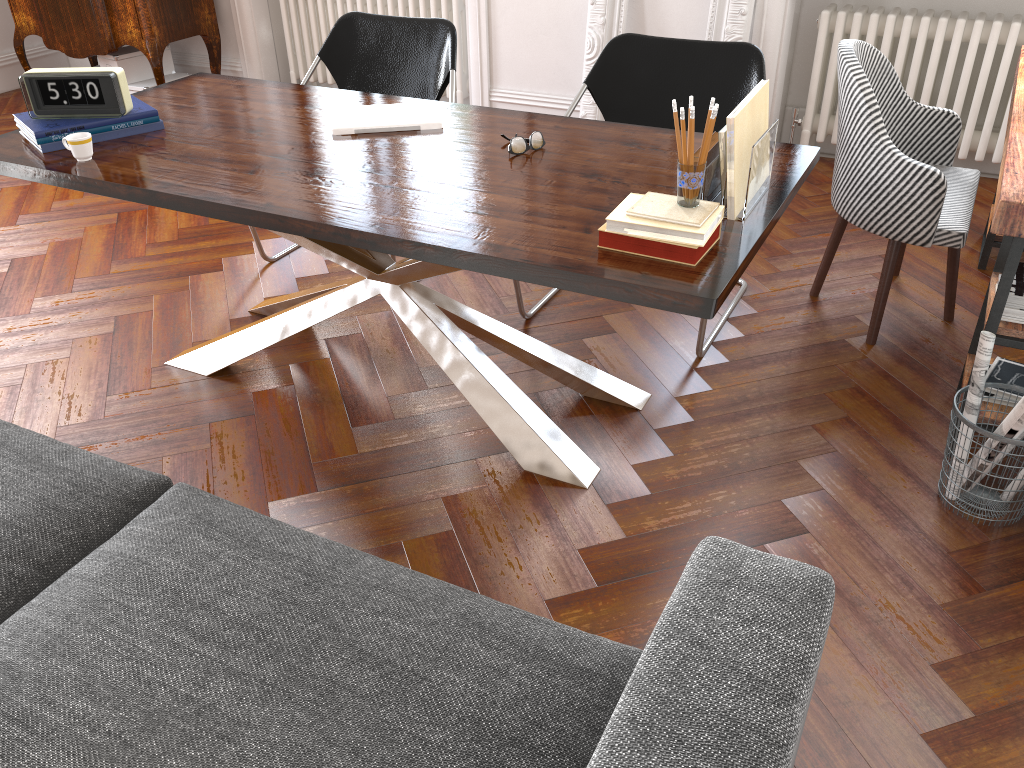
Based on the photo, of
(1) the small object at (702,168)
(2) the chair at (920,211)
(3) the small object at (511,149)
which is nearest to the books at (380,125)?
(3) the small object at (511,149)

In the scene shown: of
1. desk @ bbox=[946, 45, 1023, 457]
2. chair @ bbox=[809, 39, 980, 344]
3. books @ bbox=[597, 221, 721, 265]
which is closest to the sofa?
books @ bbox=[597, 221, 721, 265]

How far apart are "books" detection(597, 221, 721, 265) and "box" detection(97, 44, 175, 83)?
4.8m

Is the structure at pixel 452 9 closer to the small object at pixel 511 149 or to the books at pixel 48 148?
the books at pixel 48 148

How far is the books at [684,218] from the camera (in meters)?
1.80

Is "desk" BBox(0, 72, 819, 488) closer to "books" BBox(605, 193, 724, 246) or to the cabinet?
"books" BBox(605, 193, 724, 246)

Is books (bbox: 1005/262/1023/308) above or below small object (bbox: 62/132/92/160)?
below

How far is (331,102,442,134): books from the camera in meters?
2.6

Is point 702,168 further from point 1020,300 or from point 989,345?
point 1020,300

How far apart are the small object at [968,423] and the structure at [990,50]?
2.4 meters
